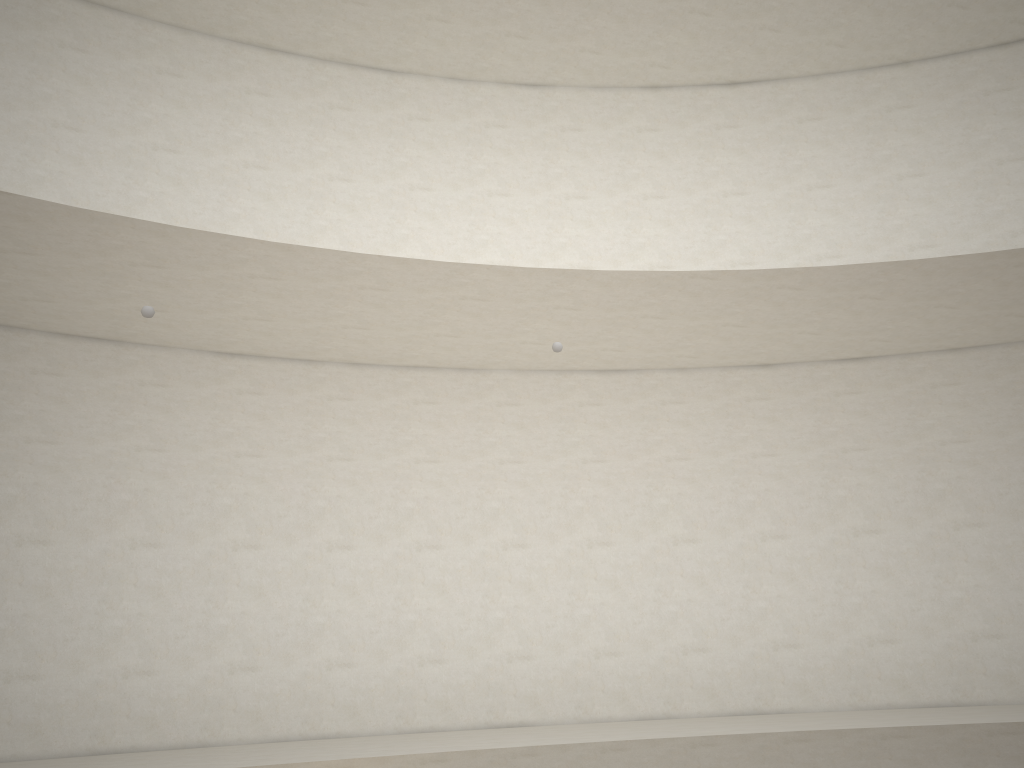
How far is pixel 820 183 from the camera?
11.80m
